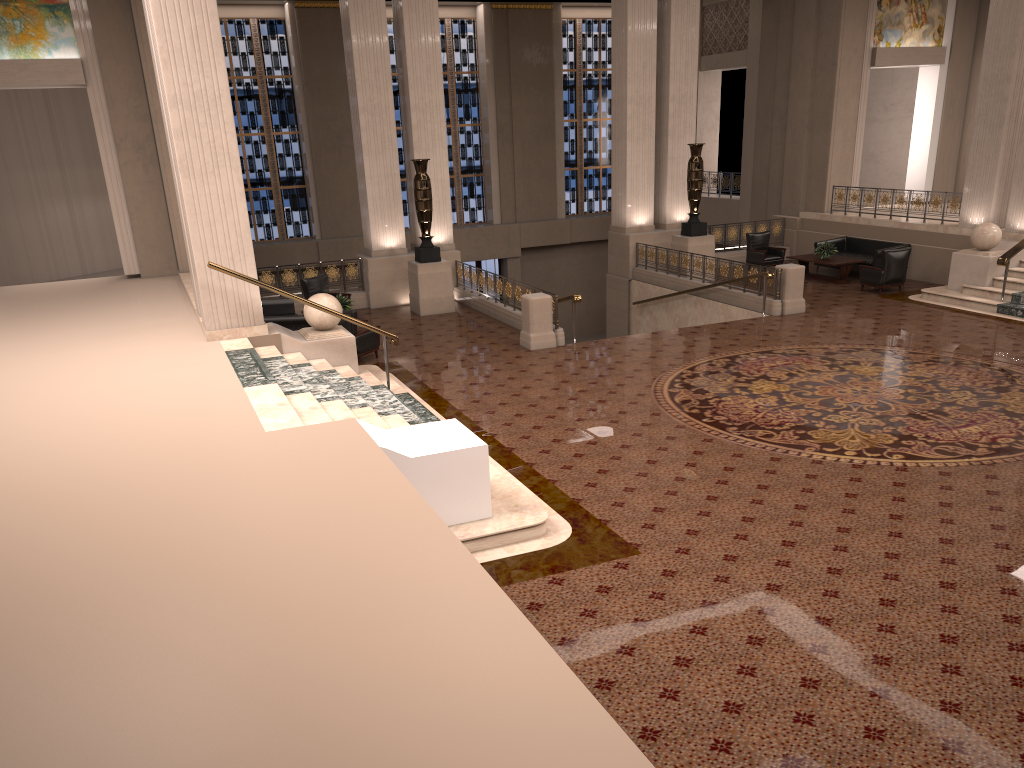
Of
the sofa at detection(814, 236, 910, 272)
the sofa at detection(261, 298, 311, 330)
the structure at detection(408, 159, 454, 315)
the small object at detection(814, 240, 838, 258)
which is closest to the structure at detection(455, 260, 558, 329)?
the structure at detection(408, 159, 454, 315)

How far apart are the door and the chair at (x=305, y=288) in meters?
9.8

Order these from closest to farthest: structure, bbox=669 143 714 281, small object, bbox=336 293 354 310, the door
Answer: small object, bbox=336 293 354 310
structure, bbox=669 143 714 281
the door

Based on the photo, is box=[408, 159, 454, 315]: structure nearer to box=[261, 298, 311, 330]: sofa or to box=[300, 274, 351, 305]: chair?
box=[300, 274, 351, 305]: chair

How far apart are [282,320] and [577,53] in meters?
16.3 m

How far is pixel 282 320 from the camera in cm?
1390

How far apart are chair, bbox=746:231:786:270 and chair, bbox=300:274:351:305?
9.73m

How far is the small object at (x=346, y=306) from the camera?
14.9 meters

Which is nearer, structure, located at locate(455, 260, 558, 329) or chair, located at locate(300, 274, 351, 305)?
structure, located at locate(455, 260, 558, 329)

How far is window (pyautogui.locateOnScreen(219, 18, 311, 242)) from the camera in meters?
23.0
